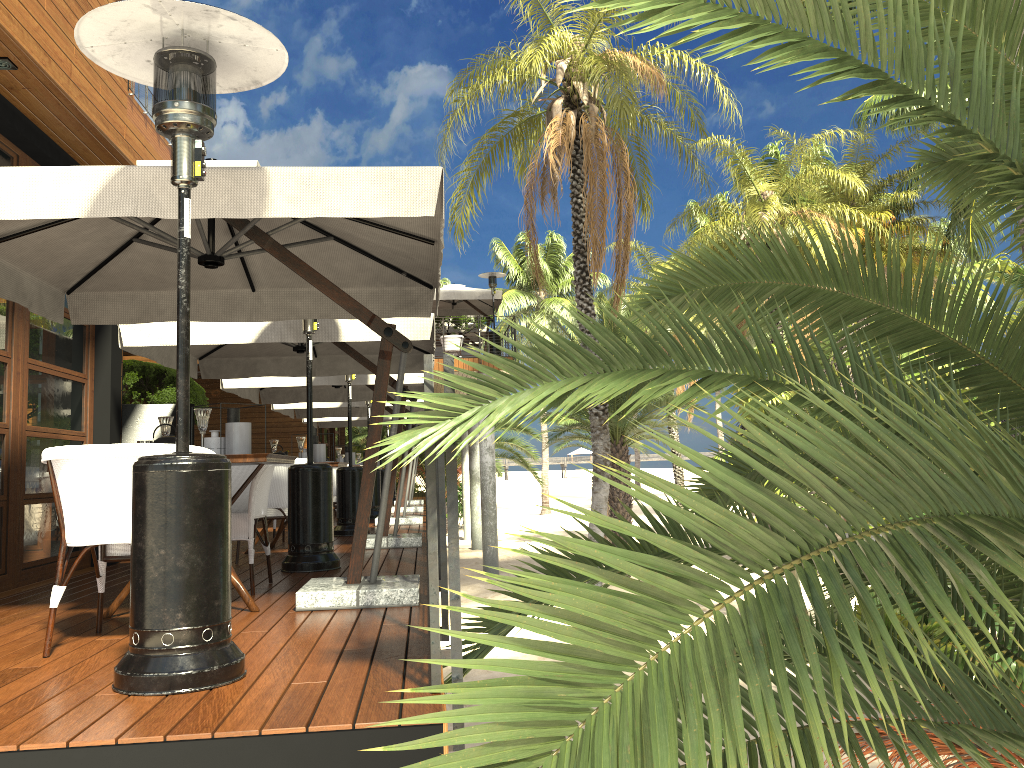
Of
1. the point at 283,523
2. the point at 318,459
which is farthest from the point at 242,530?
the point at 283,523

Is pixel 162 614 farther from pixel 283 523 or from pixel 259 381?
pixel 259 381

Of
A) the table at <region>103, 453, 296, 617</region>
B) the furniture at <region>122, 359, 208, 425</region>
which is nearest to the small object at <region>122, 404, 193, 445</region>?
the table at <region>103, 453, 296, 617</region>

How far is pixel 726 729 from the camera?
1.0 meters

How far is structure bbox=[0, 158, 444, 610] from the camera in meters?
3.5 m

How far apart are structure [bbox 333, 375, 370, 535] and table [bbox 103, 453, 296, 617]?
4.7 meters

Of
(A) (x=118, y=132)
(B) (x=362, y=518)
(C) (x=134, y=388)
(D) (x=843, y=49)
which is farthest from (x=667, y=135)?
(D) (x=843, y=49)

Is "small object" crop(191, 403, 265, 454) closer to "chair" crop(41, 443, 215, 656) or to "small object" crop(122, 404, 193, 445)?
"chair" crop(41, 443, 215, 656)

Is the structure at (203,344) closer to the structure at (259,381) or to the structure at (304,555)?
the structure at (304,555)

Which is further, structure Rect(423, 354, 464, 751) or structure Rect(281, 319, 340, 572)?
structure Rect(281, 319, 340, 572)
